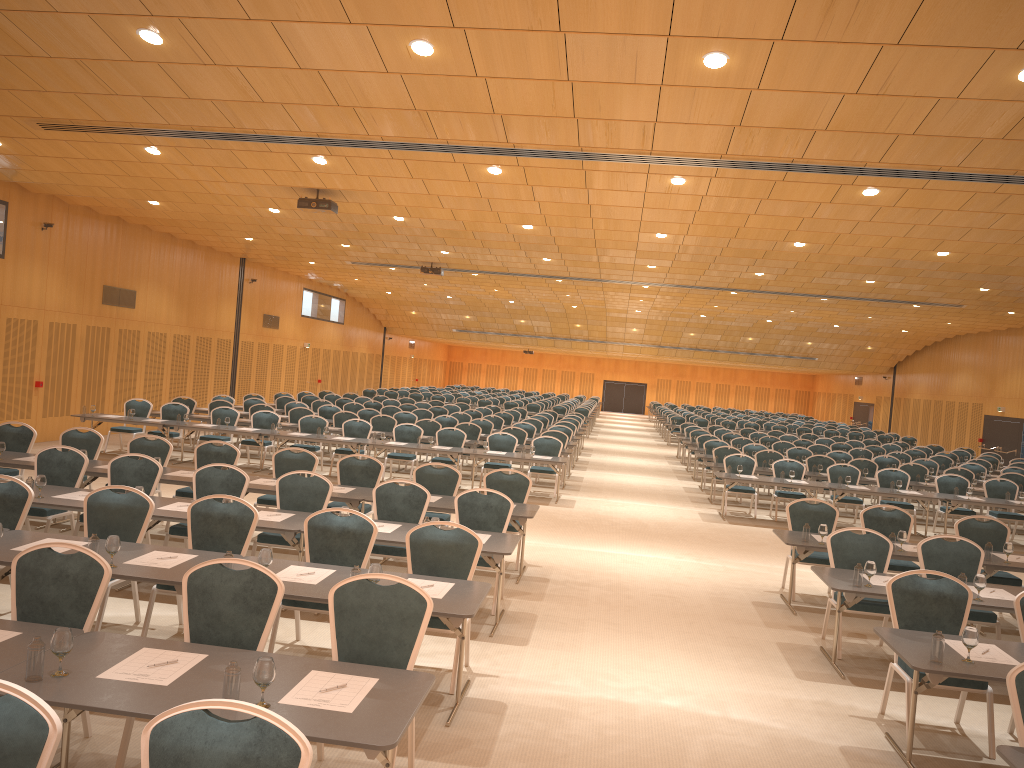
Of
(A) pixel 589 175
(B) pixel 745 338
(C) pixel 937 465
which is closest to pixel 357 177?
(A) pixel 589 175

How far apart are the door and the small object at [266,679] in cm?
1585

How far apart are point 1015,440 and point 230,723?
30.9m

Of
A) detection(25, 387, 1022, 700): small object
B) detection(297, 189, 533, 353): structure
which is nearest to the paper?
detection(25, 387, 1022, 700): small object

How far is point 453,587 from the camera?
6.26m

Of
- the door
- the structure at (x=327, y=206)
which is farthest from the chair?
the structure at (x=327, y=206)

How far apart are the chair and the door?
2.67m

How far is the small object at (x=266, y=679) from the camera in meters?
3.9

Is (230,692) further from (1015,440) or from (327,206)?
(1015,440)

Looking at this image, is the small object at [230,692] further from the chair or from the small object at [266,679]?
the chair
